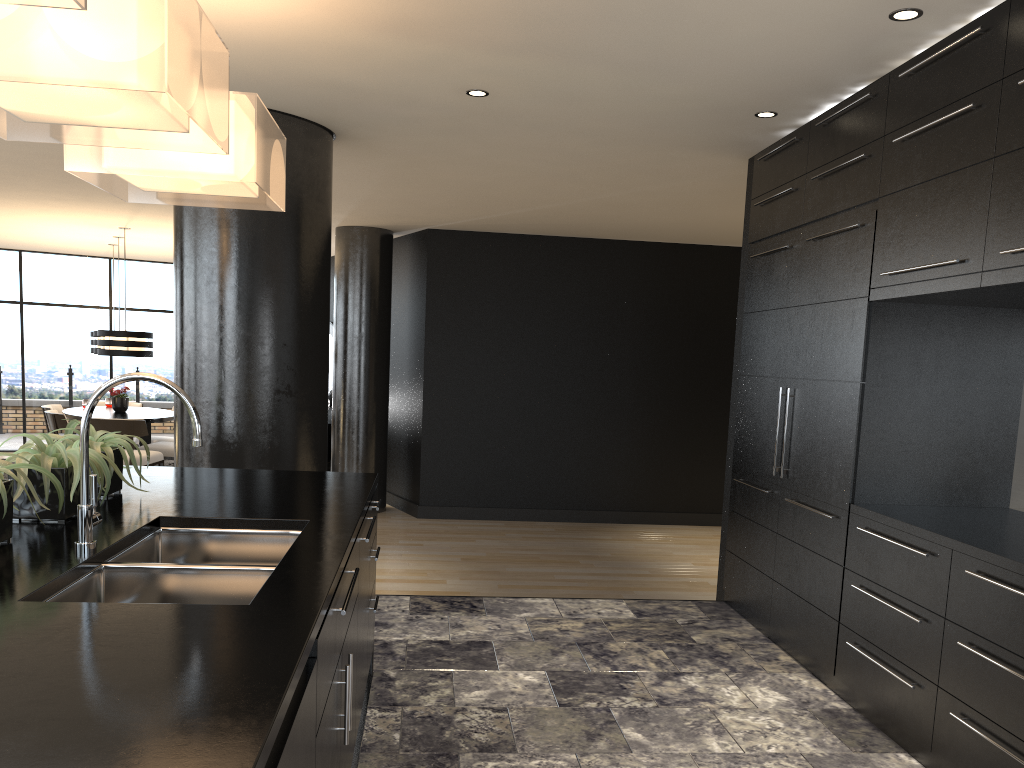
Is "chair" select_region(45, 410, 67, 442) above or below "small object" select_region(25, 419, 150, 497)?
below

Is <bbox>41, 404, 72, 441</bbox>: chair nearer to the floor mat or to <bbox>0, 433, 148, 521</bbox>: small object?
the floor mat

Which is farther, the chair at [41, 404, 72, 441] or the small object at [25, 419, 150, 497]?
the chair at [41, 404, 72, 441]

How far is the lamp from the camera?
9.09m

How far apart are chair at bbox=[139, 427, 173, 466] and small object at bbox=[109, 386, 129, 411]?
0.68m

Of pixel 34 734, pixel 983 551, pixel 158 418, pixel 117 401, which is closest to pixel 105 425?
pixel 158 418

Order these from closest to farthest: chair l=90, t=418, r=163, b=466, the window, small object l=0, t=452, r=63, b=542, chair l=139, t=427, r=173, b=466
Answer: small object l=0, t=452, r=63, b=542
chair l=90, t=418, r=163, b=466
chair l=139, t=427, r=173, b=466
the window

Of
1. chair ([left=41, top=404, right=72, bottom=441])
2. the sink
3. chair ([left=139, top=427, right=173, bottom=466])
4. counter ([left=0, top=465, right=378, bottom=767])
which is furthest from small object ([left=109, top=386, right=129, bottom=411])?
the sink

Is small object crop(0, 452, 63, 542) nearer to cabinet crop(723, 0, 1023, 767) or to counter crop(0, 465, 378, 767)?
counter crop(0, 465, 378, 767)

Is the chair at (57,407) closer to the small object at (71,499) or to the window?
the window
